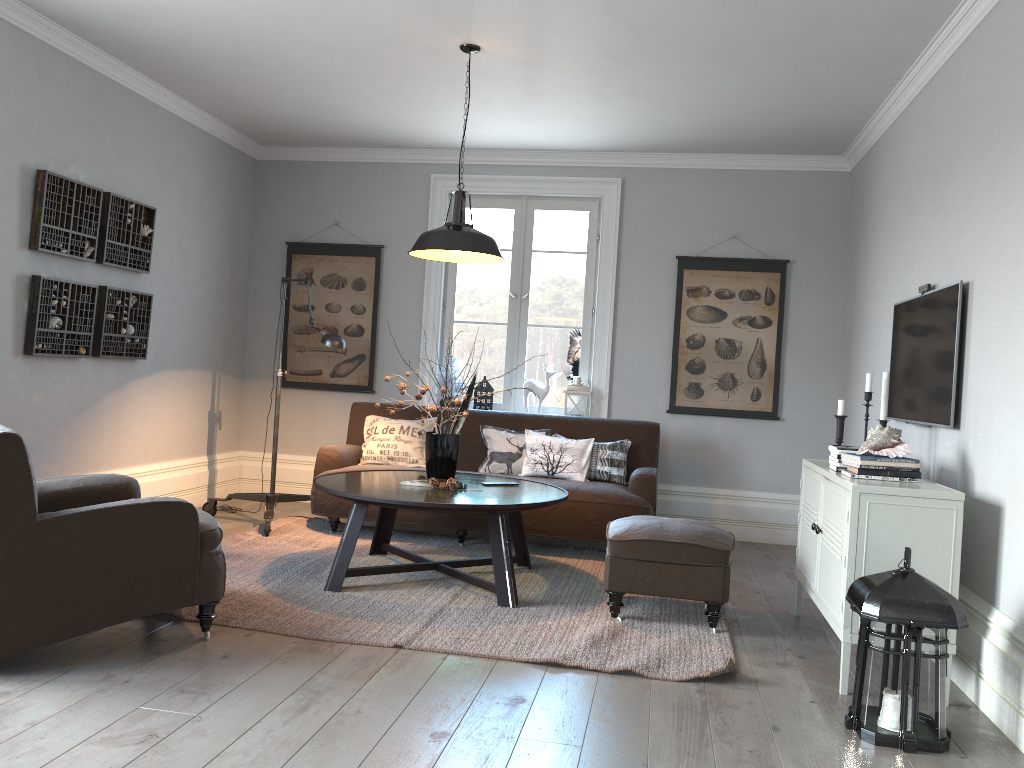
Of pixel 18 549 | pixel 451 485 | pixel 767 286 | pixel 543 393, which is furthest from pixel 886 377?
pixel 18 549

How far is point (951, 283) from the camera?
3.7m

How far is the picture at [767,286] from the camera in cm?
627

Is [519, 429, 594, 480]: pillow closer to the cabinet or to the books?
the cabinet

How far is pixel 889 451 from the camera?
3.5m

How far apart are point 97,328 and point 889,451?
4.2 meters

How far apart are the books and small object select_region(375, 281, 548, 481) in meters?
1.9

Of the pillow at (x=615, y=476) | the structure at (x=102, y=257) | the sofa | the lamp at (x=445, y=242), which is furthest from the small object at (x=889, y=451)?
the structure at (x=102, y=257)

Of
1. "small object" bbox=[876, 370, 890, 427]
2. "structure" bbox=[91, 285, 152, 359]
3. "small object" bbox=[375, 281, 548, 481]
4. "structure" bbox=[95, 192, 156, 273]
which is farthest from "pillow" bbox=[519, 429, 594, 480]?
"structure" bbox=[95, 192, 156, 273]

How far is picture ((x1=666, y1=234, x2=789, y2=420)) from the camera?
6.3 meters
